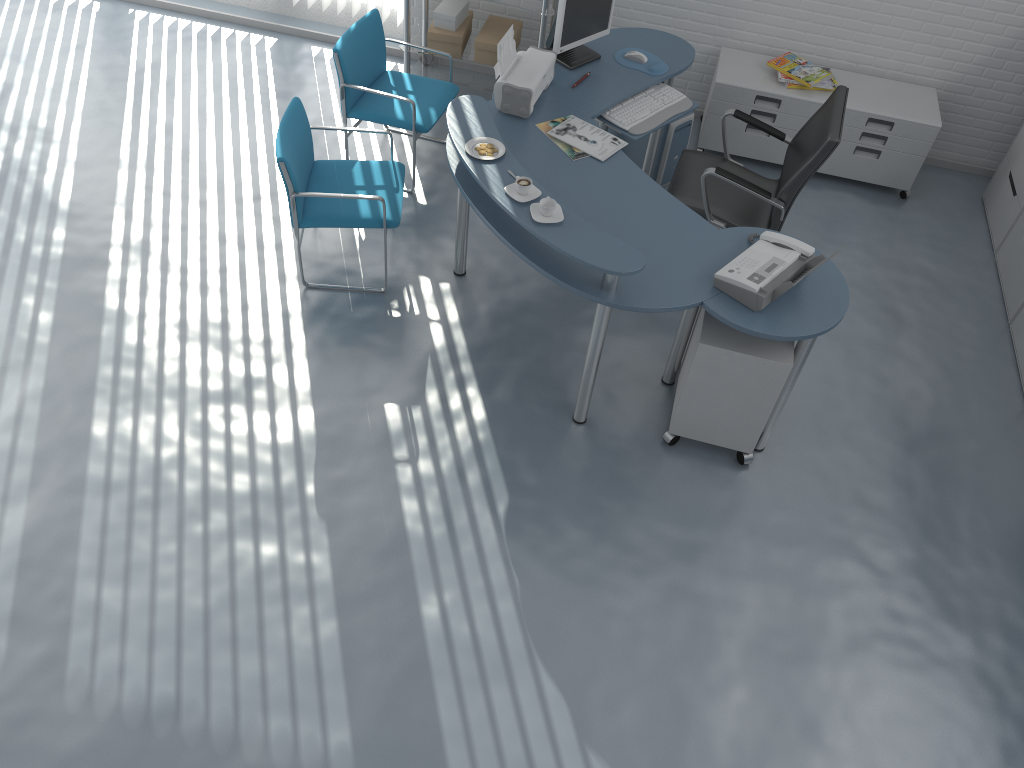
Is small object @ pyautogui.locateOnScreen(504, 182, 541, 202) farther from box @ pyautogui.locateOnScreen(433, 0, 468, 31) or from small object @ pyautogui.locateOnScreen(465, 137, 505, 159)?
box @ pyautogui.locateOnScreen(433, 0, 468, 31)

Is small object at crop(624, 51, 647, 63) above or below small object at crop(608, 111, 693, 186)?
above

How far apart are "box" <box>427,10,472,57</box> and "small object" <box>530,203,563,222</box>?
2.29m

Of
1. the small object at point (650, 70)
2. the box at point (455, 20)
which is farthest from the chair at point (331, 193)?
the box at point (455, 20)

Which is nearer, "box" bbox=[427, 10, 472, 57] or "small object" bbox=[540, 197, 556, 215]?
"small object" bbox=[540, 197, 556, 215]

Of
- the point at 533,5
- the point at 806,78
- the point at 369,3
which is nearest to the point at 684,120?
the point at 806,78

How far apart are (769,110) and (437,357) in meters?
2.5 m

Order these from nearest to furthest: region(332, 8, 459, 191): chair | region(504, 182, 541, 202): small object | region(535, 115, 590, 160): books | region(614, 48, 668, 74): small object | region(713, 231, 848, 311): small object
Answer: region(713, 231, 848, 311): small object, region(504, 182, 541, 202): small object, region(535, 115, 590, 160): books, region(614, 48, 668, 74): small object, region(332, 8, 459, 191): chair

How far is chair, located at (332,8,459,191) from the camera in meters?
4.4 m

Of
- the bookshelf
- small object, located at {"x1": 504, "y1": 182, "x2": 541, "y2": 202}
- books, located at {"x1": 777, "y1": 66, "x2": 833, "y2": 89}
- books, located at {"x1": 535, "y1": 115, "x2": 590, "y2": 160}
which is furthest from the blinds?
the bookshelf
